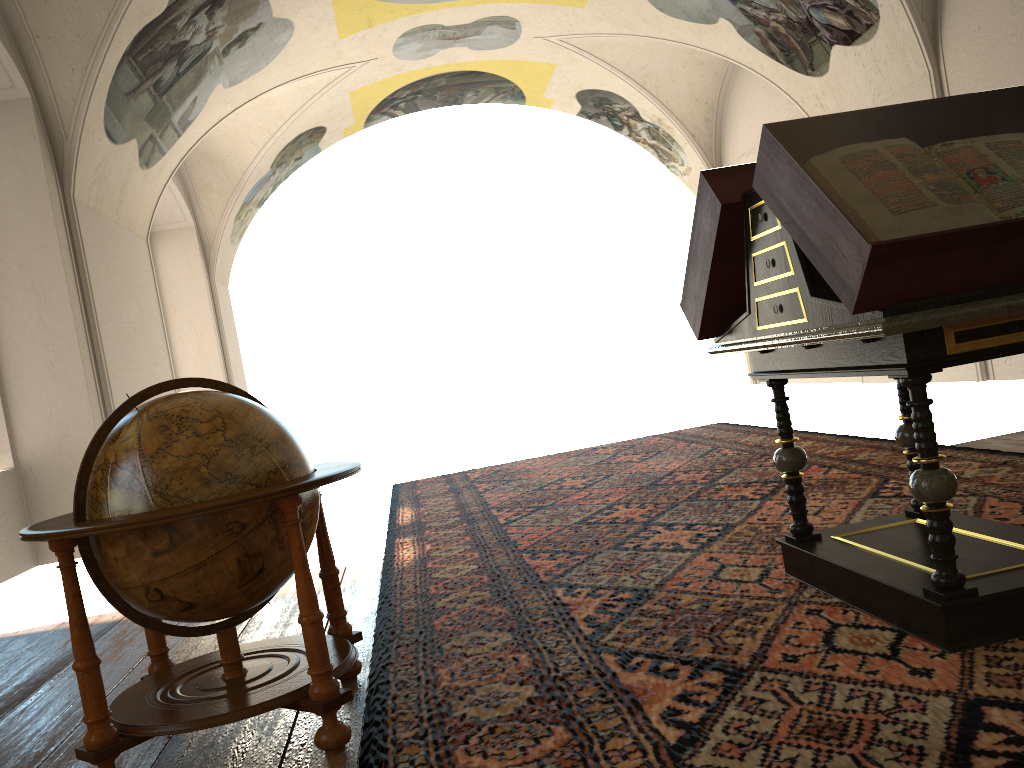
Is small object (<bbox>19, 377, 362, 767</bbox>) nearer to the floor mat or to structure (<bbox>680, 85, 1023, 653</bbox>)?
the floor mat

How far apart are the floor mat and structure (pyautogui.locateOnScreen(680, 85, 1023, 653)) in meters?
0.0 m

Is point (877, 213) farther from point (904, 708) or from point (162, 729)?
point (162, 729)

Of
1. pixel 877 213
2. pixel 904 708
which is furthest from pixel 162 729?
pixel 877 213

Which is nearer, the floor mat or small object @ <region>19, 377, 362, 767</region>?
the floor mat

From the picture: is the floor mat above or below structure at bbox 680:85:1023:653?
below

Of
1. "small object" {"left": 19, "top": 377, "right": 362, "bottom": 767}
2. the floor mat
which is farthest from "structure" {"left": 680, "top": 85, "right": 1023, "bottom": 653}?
"small object" {"left": 19, "top": 377, "right": 362, "bottom": 767}

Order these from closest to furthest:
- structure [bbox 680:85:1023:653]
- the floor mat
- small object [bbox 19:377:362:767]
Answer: the floor mat
structure [bbox 680:85:1023:653]
small object [bbox 19:377:362:767]

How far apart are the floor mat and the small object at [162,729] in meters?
0.1

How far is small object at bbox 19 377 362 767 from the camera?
3.1 meters
